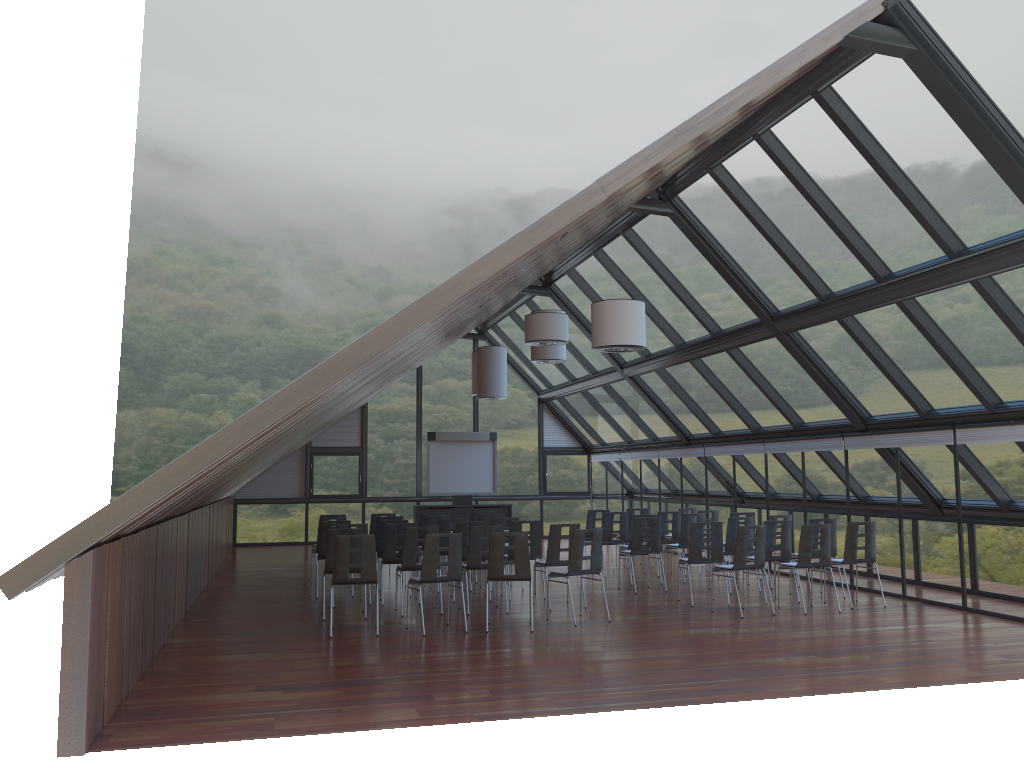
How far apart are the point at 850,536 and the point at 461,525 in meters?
5.6 m

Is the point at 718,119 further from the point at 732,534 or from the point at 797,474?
the point at 797,474

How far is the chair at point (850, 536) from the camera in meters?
12.5 m

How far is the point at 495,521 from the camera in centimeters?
1460cm

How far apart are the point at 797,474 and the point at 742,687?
8.87m

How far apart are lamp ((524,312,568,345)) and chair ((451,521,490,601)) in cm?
295

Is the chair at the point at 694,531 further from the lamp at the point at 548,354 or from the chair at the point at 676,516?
the lamp at the point at 548,354

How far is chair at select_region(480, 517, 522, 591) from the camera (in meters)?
14.60

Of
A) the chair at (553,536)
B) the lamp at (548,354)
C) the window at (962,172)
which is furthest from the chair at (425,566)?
the lamp at (548,354)

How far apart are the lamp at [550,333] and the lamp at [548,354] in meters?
2.9
